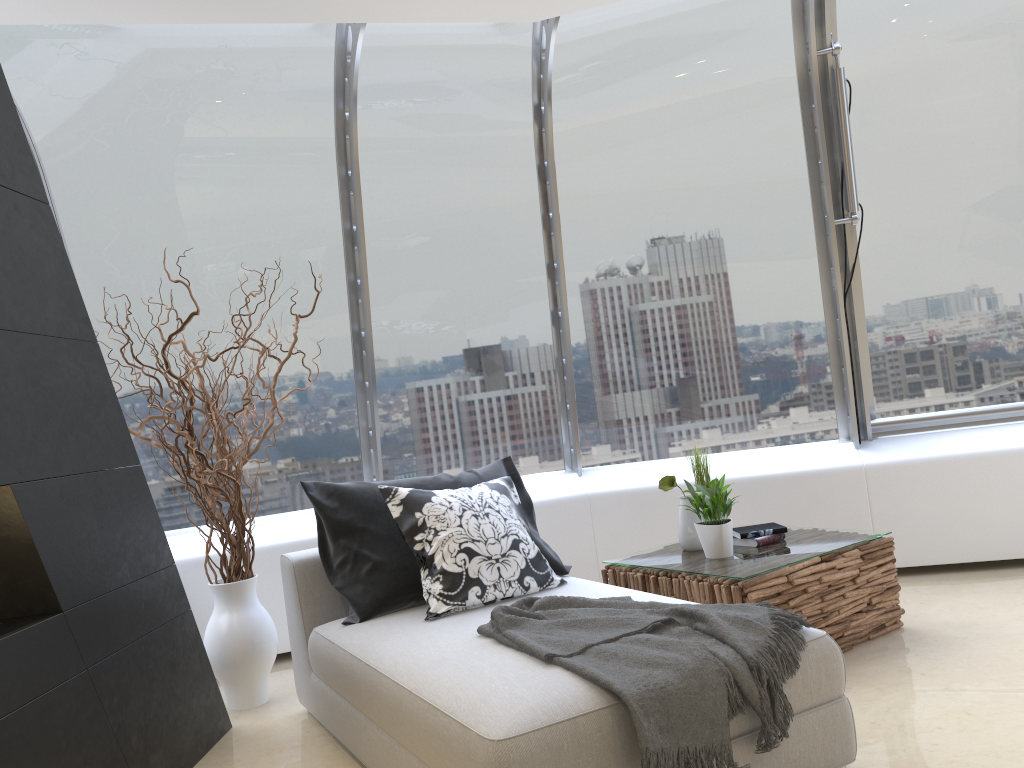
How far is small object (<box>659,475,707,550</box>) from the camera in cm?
405

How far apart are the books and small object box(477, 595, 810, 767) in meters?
1.1 m

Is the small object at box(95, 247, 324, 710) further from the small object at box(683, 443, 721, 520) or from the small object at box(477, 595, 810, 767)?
the small object at box(683, 443, 721, 520)

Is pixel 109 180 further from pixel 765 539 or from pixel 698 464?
pixel 765 539

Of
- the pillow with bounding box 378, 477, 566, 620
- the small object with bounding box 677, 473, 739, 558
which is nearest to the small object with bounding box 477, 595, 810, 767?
the pillow with bounding box 378, 477, 566, 620

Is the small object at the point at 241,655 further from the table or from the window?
the table

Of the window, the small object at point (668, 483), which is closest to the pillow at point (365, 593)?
the small object at point (668, 483)

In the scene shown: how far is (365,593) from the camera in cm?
346

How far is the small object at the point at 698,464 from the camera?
4.2m

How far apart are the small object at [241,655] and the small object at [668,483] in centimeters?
185cm
